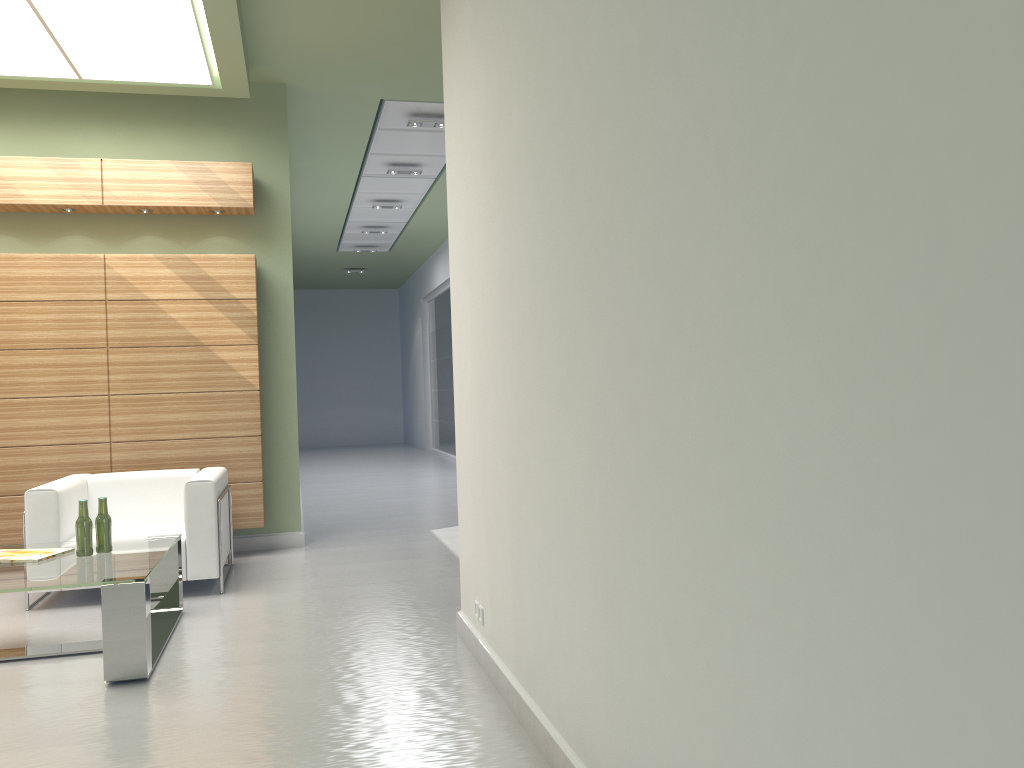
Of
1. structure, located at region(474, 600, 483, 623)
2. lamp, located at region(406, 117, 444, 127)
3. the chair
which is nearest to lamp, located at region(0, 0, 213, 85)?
lamp, located at region(406, 117, 444, 127)

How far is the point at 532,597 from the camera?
5.19m

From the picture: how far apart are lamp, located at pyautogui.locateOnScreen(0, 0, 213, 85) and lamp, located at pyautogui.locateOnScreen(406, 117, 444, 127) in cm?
354

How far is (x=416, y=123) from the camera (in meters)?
13.78

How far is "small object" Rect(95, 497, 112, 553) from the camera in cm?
759

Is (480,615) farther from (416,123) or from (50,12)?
(416,123)

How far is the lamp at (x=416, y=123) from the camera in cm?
1378

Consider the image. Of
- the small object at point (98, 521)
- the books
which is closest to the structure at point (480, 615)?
the small object at point (98, 521)

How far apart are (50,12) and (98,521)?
5.20m

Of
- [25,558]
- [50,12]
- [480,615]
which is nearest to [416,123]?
[50,12]
